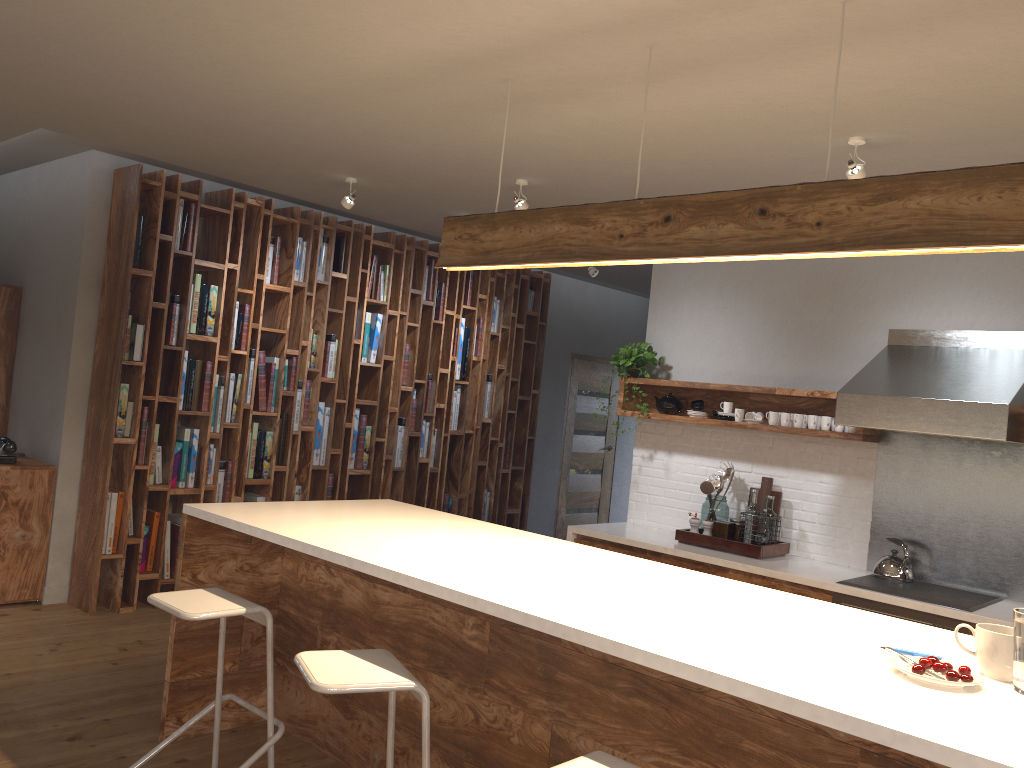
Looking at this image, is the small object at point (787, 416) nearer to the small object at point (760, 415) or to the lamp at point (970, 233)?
the small object at point (760, 415)

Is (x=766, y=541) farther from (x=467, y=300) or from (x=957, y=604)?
(x=467, y=300)

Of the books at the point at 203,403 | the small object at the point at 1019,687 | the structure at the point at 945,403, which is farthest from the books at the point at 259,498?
the small object at the point at 1019,687

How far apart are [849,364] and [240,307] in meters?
3.9 m

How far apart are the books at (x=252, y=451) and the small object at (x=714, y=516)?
3.01m

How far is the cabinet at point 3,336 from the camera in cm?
600

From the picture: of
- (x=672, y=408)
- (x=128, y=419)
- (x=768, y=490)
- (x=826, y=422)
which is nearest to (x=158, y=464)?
(x=128, y=419)

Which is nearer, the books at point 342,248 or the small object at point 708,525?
the small object at point 708,525

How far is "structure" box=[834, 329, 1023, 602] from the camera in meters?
4.1 m

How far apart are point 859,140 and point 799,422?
1.9m
